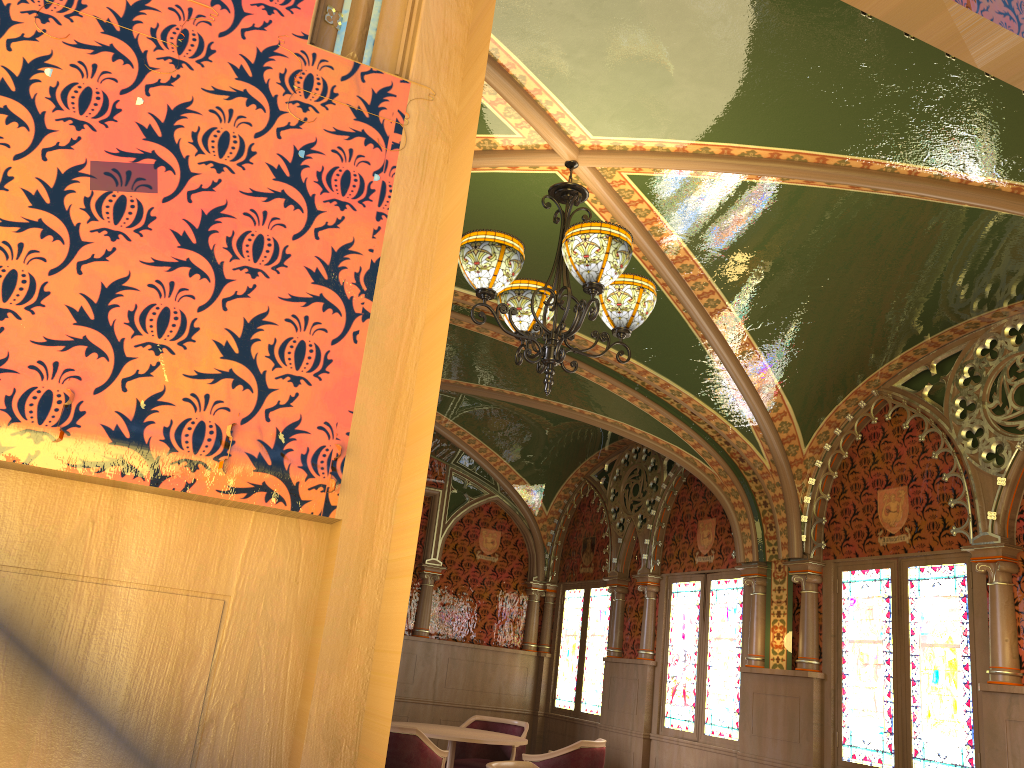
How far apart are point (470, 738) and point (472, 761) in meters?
1.2 m

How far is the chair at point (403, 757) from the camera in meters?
5.6 m

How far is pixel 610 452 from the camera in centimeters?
926cm

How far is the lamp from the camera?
3.5m

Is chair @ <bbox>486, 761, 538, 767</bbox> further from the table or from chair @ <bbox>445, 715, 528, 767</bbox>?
chair @ <bbox>445, 715, 528, 767</bbox>

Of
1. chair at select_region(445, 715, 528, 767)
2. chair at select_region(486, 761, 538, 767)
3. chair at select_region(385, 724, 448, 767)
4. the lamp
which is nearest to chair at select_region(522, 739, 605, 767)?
chair at select_region(385, 724, 448, 767)

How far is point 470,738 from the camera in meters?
6.4

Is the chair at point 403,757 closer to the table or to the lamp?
the table

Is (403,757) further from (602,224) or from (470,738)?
(602,224)

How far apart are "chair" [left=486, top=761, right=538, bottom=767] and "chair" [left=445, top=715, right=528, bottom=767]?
3.2 meters
